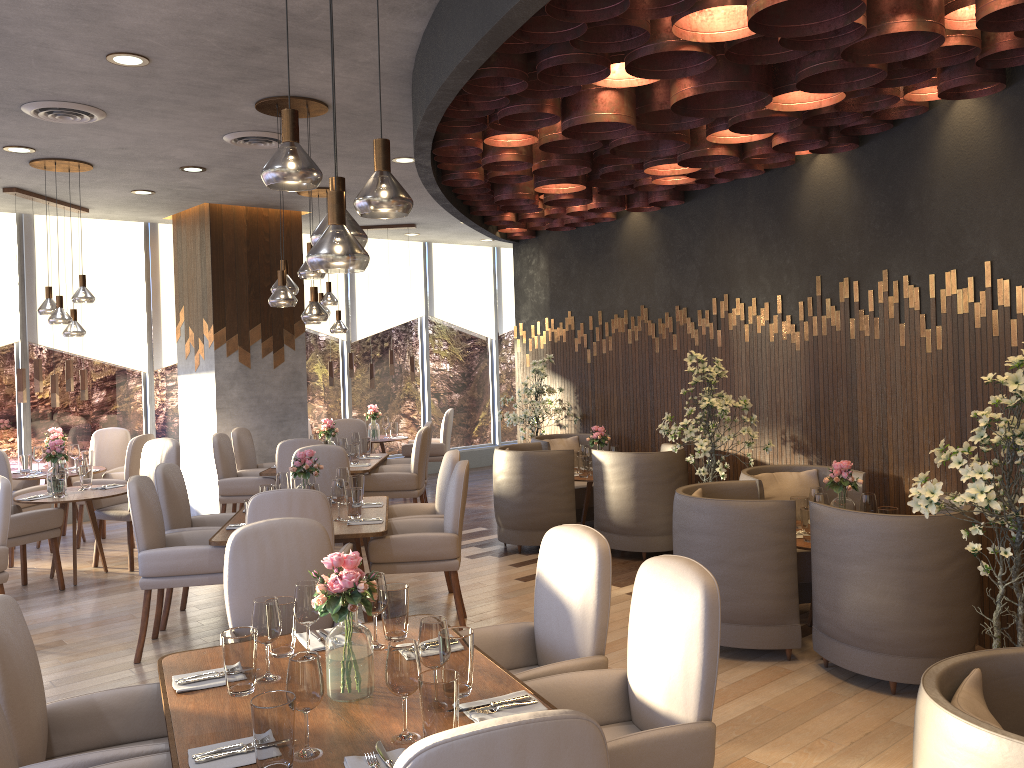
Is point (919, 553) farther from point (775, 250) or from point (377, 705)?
point (775, 250)

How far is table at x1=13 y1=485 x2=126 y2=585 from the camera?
6.53m

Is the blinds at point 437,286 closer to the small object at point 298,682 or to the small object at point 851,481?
the small object at point 851,481

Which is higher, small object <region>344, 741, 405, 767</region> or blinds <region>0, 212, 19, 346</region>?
blinds <region>0, 212, 19, 346</region>

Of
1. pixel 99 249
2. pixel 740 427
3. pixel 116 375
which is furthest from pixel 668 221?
pixel 116 375

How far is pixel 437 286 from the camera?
12.3m

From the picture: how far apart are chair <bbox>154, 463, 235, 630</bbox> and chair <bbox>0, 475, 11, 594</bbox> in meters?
0.8 m

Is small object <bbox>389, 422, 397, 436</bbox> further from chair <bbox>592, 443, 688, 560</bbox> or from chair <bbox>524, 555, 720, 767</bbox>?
chair <bbox>524, 555, 720, 767</bbox>

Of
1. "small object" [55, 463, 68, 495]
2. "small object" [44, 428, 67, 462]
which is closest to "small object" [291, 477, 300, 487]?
"small object" [55, 463, 68, 495]

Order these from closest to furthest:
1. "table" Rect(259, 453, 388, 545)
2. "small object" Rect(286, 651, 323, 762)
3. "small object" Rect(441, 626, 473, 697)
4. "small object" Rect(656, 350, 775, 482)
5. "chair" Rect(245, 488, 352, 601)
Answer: "small object" Rect(286, 651, 323, 762)
"small object" Rect(441, 626, 473, 697)
"chair" Rect(245, 488, 352, 601)
"small object" Rect(656, 350, 775, 482)
"table" Rect(259, 453, 388, 545)
